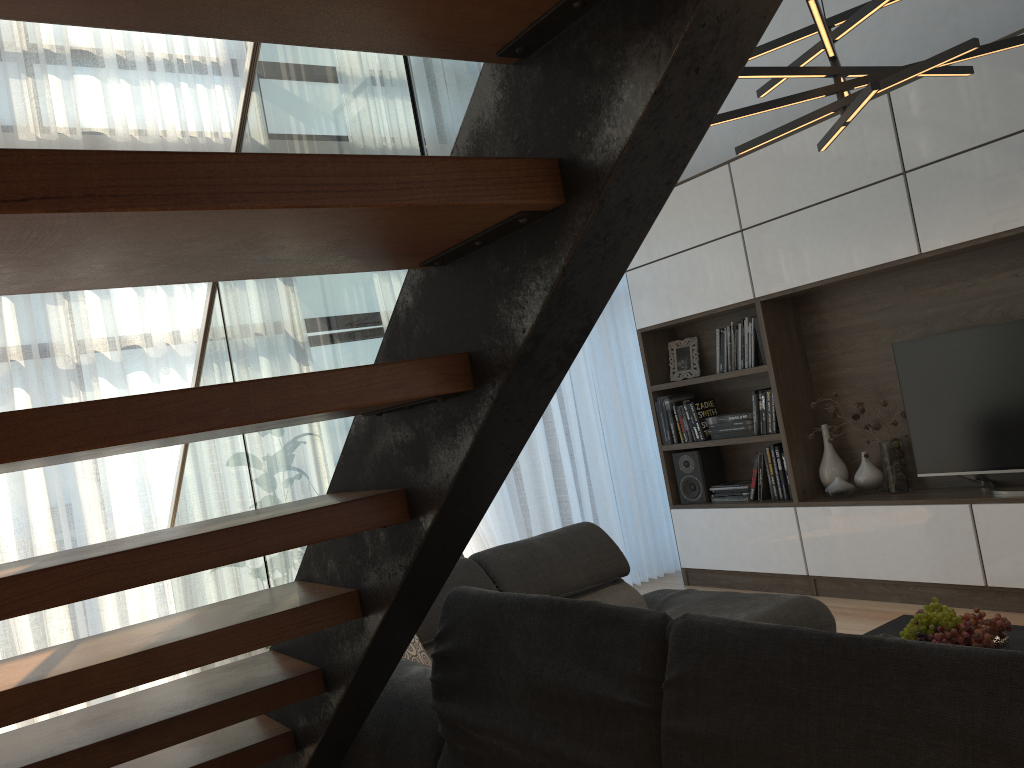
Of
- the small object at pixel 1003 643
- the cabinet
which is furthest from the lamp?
the small object at pixel 1003 643

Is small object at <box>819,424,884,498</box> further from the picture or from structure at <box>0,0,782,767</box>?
structure at <box>0,0,782,767</box>

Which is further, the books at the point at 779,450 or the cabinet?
the books at the point at 779,450

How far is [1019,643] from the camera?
2.68m

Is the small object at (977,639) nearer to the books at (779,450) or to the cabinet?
the cabinet

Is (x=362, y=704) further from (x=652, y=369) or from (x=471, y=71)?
(x=652, y=369)

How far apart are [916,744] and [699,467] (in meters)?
4.77

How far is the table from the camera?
2.68m

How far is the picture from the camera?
5.8 meters

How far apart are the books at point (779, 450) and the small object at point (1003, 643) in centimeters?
242cm
